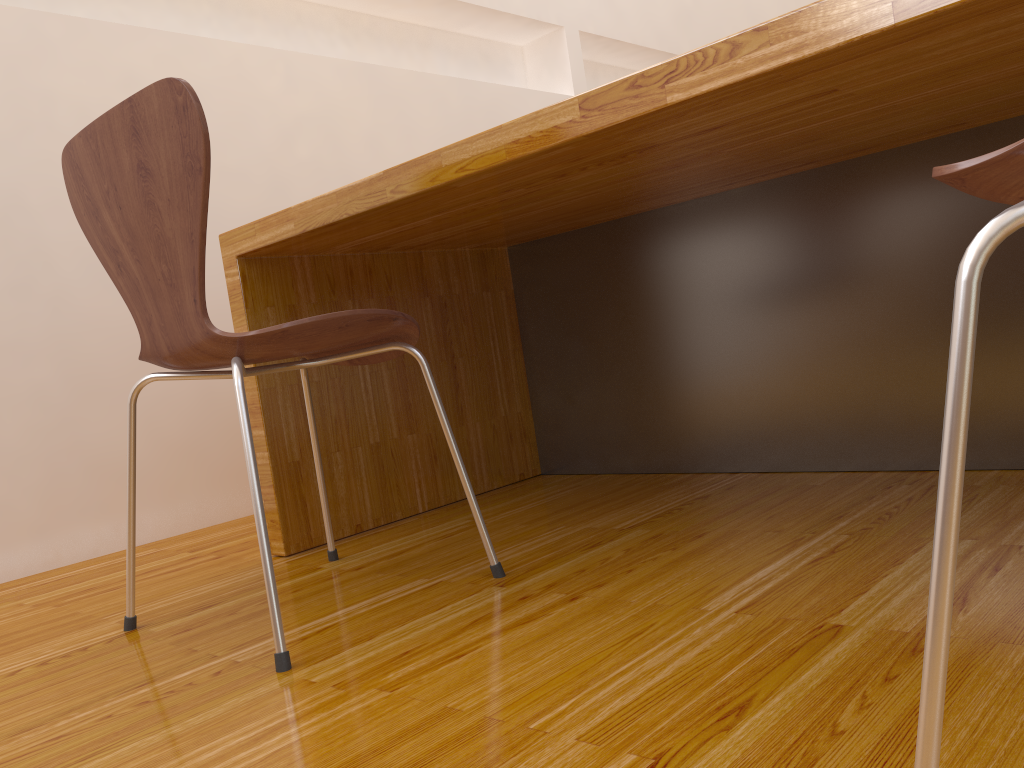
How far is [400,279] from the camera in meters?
1.9 m

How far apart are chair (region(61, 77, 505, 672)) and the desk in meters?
0.1

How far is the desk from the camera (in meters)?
1.02

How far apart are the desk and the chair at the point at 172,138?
0.1m

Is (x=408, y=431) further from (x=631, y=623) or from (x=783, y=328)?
(x=631, y=623)

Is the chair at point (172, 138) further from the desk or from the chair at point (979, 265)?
the chair at point (979, 265)

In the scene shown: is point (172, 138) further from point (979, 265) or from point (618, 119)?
point (979, 265)

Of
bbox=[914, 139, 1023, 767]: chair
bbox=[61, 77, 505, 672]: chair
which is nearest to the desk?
bbox=[61, 77, 505, 672]: chair

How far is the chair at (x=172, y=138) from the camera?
1.0 meters

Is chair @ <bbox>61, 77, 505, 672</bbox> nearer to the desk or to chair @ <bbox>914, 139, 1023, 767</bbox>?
the desk
